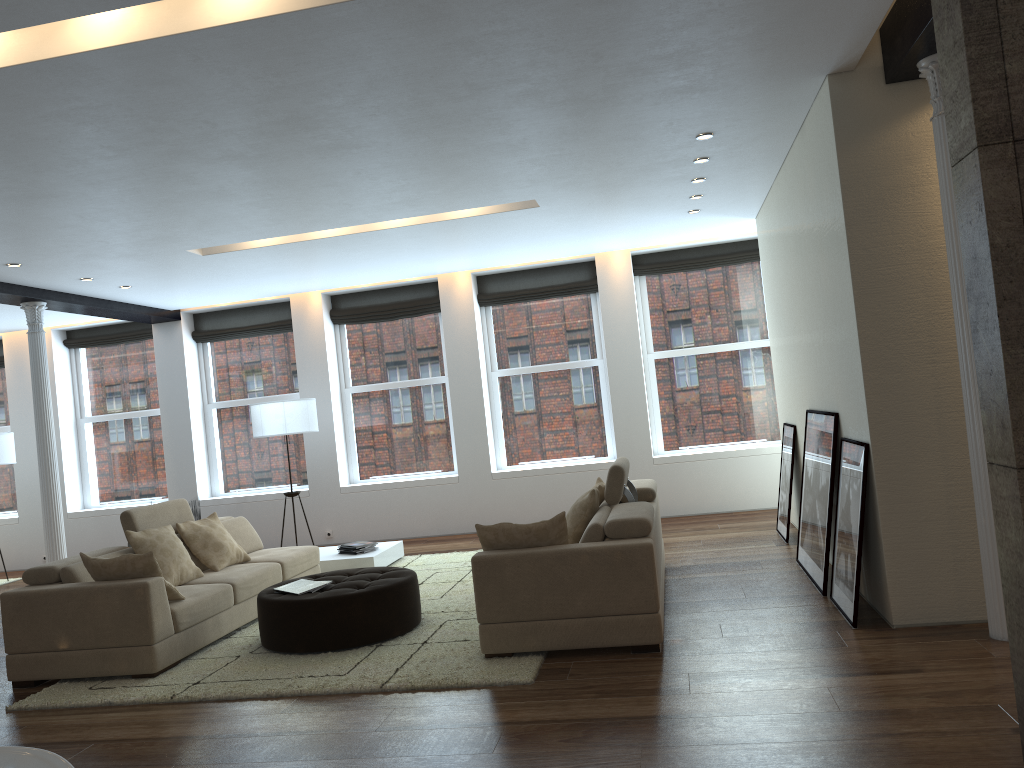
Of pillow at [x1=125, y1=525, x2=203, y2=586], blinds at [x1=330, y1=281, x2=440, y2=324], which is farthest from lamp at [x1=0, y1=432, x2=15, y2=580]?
pillow at [x1=125, y1=525, x2=203, y2=586]

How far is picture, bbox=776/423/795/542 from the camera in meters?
7.6 m

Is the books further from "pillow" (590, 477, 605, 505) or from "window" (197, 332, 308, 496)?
"window" (197, 332, 308, 496)

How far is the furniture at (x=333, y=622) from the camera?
5.4 meters

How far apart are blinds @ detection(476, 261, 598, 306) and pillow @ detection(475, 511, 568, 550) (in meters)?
5.62

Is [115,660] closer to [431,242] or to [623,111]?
[623,111]

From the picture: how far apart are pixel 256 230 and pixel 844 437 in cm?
464

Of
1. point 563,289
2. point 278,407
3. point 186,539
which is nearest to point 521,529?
point 186,539

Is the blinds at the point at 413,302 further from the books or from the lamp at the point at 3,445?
the books

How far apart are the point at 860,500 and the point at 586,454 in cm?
561
